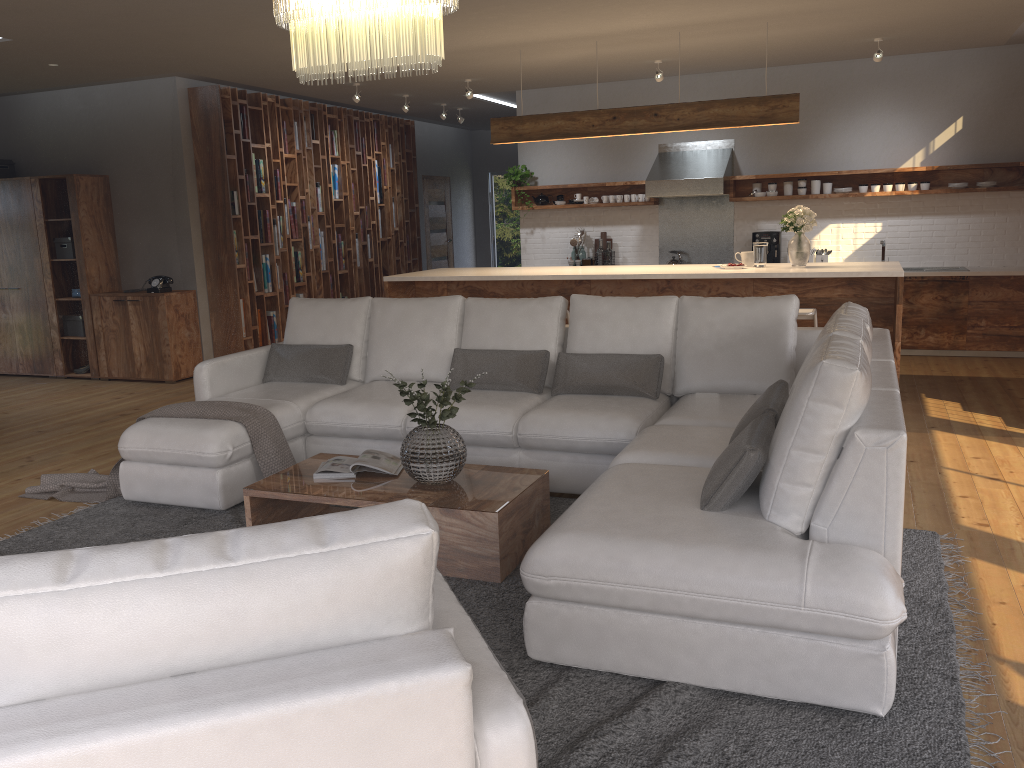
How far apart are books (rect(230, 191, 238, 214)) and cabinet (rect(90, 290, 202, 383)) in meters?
0.9 m

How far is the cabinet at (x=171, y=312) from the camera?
8.2m

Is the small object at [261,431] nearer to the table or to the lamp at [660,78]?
the table

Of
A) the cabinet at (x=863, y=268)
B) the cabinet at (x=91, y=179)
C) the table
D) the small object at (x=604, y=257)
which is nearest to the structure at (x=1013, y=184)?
the small object at (x=604, y=257)

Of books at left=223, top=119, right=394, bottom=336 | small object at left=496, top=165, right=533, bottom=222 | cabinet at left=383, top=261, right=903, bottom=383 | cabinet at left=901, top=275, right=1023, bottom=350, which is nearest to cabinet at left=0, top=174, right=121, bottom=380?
books at left=223, top=119, right=394, bottom=336

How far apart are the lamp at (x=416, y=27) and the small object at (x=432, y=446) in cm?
125

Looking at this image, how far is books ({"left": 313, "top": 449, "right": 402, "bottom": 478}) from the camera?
3.9 meters

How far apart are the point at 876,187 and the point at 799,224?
2.6 meters

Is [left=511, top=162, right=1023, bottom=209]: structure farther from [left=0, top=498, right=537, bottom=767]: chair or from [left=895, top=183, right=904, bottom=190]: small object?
[left=0, top=498, right=537, bottom=767]: chair

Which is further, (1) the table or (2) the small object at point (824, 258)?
(2) the small object at point (824, 258)
